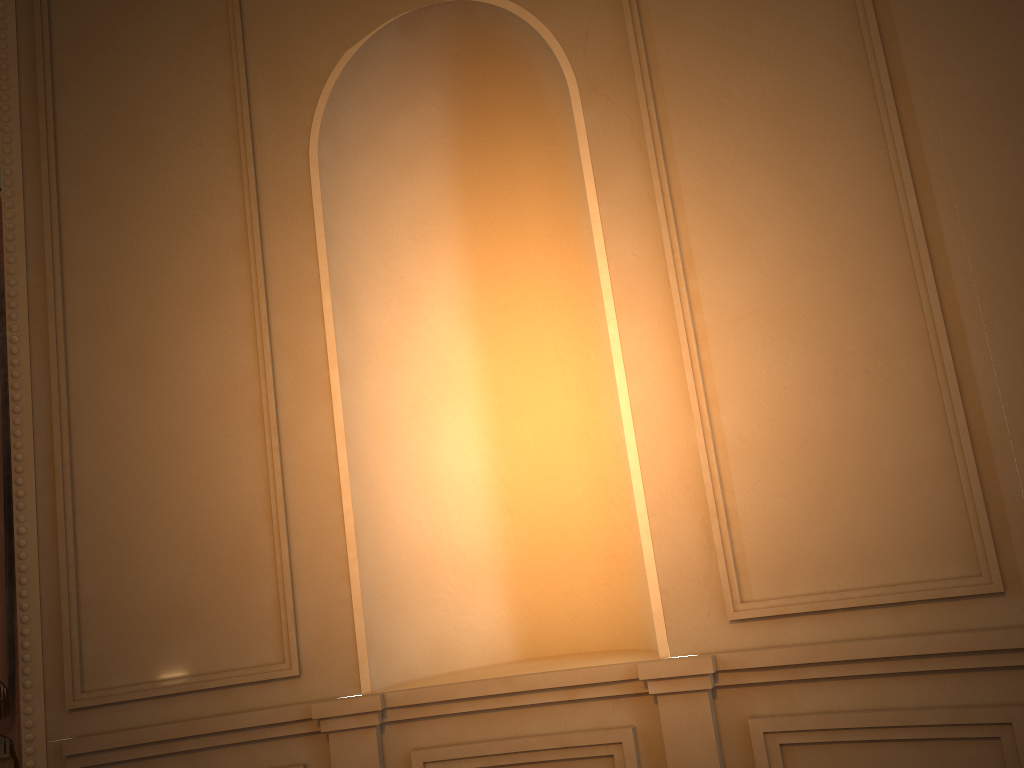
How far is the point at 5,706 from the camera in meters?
2.6 m

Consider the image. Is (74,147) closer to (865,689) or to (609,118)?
(609,118)

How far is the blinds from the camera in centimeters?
265cm

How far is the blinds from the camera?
2.6 meters
